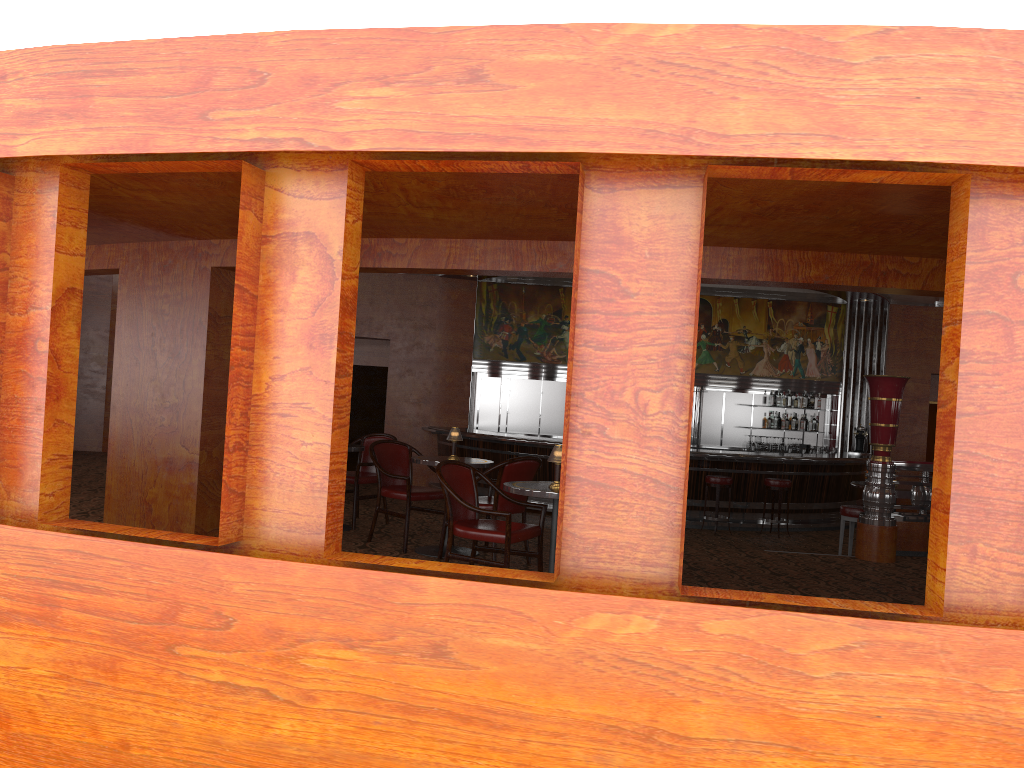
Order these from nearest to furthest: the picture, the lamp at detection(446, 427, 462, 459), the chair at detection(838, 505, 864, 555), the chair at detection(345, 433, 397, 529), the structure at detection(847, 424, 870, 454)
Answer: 1. the lamp at detection(446, 427, 462, 459)
2. the chair at detection(345, 433, 397, 529)
3. the chair at detection(838, 505, 864, 555)
4. the structure at detection(847, 424, 870, 454)
5. the picture

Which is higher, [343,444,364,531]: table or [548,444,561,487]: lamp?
[548,444,561,487]: lamp

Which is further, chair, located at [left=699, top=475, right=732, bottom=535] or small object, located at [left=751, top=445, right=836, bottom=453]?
small object, located at [left=751, top=445, right=836, bottom=453]

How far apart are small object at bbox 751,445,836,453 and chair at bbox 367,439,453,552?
9.51m

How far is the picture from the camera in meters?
15.0

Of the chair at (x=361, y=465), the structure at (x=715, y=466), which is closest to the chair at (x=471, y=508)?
the chair at (x=361, y=465)

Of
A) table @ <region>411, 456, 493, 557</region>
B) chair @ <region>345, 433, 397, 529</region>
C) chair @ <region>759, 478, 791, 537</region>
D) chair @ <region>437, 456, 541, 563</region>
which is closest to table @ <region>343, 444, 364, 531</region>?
chair @ <region>345, 433, 397, 529</region>

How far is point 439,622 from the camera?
3.0m

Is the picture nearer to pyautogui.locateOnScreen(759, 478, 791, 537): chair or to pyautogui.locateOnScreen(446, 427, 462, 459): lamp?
pyautogui.locateOnScreen(759, 478, 791, 537): chair

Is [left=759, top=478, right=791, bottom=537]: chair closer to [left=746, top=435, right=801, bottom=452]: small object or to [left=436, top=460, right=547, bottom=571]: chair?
[left=746, top=435, right=801, bottom=452]: small object
